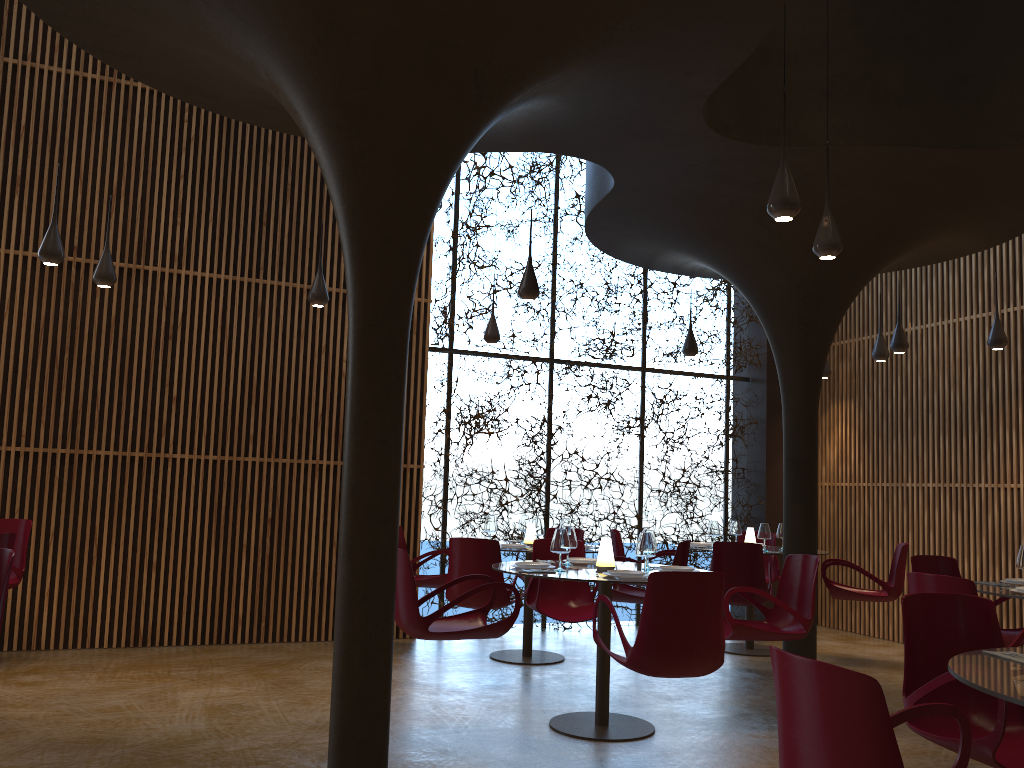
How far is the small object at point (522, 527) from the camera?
9.43m

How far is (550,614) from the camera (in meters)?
7.42

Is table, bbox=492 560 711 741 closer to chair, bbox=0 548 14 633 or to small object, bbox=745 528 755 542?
chair, bbox=0 548 14 633

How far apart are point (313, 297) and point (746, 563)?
4.76m

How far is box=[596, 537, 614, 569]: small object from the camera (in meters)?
6.44

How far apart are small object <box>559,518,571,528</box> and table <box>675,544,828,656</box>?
2.45m

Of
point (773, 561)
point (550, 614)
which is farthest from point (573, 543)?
point (773, 561)

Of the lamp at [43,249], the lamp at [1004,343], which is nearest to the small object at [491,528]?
the lamp at [43,249]

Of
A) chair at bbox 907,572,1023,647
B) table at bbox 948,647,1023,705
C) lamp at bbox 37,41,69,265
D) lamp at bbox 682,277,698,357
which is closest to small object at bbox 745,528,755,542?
lamp at bbox 682,277,698,357

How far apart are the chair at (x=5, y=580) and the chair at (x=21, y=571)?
3.3m
